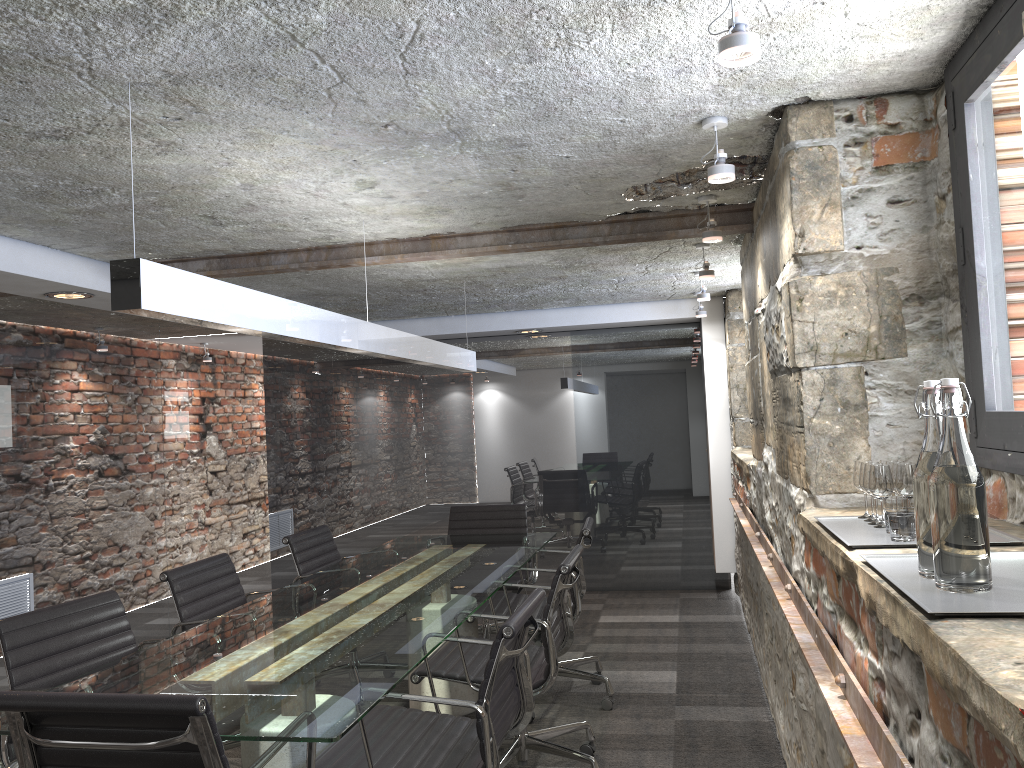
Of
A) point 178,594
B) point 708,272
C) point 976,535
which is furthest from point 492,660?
point 708,272

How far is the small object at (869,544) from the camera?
1.7 meters

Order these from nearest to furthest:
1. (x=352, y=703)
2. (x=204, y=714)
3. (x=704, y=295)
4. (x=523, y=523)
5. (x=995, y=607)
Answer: (x=995, y=607) < (x=204, y=714) < (x=352, y=703) < (x=704, y=295) < (x=523, y=523)

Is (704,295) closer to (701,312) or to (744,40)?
(701,312)

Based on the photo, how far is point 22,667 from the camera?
2.6m

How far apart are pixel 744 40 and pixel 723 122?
0.9m

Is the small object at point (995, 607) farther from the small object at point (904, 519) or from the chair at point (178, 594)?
the chair at point (178, 594)

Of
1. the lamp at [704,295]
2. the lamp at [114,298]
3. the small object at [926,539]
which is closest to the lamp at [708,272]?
the lamp at [704,295]

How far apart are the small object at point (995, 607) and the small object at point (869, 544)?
0.1 meters

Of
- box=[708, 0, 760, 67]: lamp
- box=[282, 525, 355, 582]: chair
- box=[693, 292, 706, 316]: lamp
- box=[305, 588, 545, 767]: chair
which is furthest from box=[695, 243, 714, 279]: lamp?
box=[708, 0, 760, 67]: lamp
